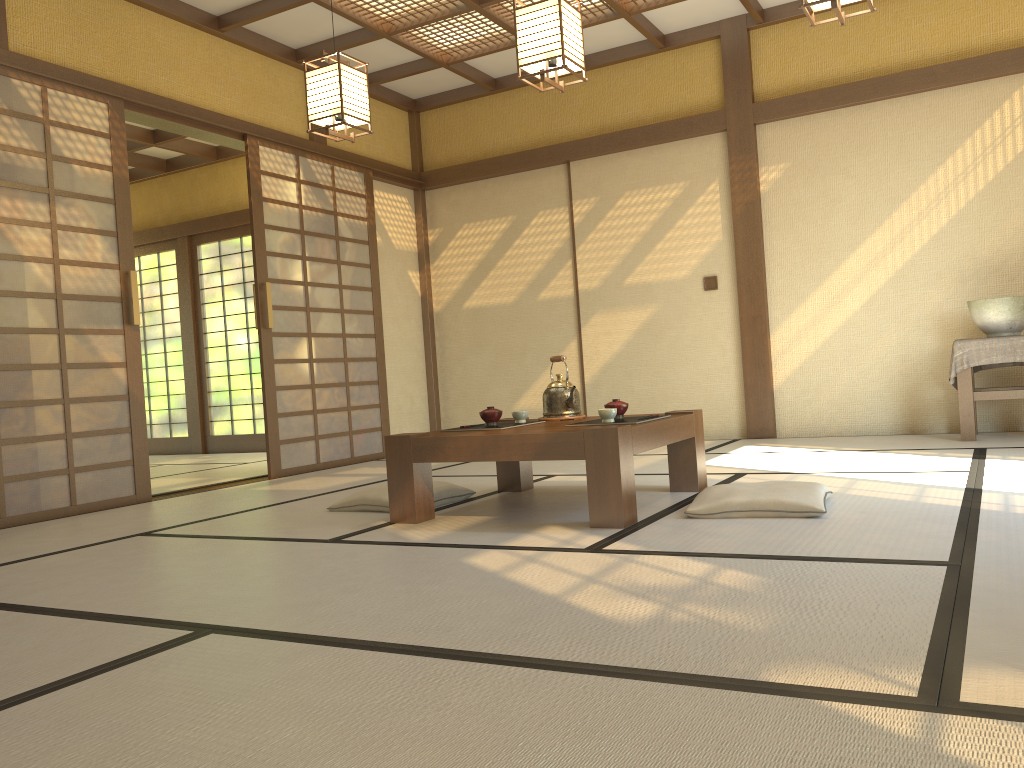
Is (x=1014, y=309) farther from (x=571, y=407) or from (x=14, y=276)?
(x=14, y=276)

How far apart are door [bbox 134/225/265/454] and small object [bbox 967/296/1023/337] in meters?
6.3

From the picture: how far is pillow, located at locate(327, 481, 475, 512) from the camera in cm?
388

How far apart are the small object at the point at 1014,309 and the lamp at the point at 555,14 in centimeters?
292cm

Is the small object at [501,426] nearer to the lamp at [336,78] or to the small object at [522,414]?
the small object at [522,414]

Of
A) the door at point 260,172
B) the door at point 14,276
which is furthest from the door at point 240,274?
the door at point 14,276

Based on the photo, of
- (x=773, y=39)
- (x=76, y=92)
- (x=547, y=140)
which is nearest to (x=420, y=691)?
(x=76, y=92)

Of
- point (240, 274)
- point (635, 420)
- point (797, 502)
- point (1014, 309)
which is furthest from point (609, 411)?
point (240, 274)

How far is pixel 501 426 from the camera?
3.70m

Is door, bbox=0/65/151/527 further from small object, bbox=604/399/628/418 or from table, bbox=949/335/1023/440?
table, bbox=949/335/1023/440
